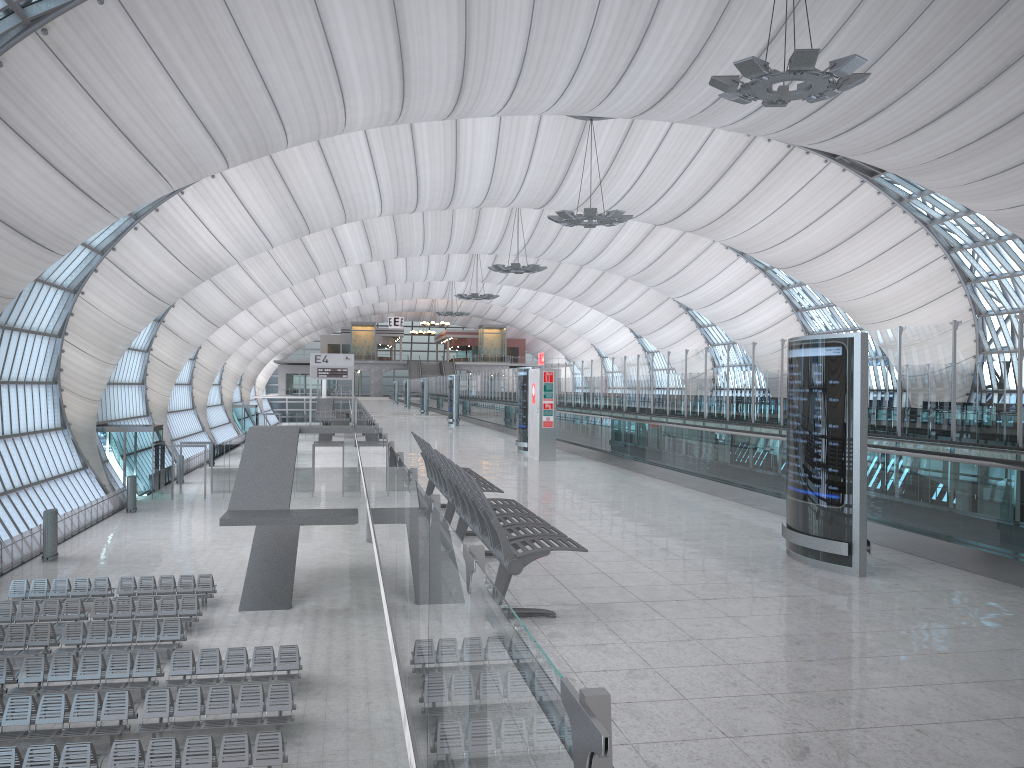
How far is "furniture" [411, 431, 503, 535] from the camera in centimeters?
847cm

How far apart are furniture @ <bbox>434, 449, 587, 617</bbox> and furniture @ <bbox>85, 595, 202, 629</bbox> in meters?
17.5

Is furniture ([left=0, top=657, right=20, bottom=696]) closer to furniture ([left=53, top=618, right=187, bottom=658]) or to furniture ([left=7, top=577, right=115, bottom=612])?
furniture ([left=53, top=618, right=187, bottom=658])

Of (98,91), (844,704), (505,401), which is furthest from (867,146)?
(844,704)

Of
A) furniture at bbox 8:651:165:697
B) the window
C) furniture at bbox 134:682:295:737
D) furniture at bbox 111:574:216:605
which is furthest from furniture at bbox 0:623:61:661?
the window

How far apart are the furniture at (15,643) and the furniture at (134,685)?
1.5m

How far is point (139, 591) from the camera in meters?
25.3 m

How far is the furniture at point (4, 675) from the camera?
17.7m

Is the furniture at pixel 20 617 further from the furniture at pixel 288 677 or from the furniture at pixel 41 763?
the furniture at pixel 41 763

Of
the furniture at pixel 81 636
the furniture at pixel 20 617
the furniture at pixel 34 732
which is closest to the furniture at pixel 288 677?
the furniture at pixel 34 732
